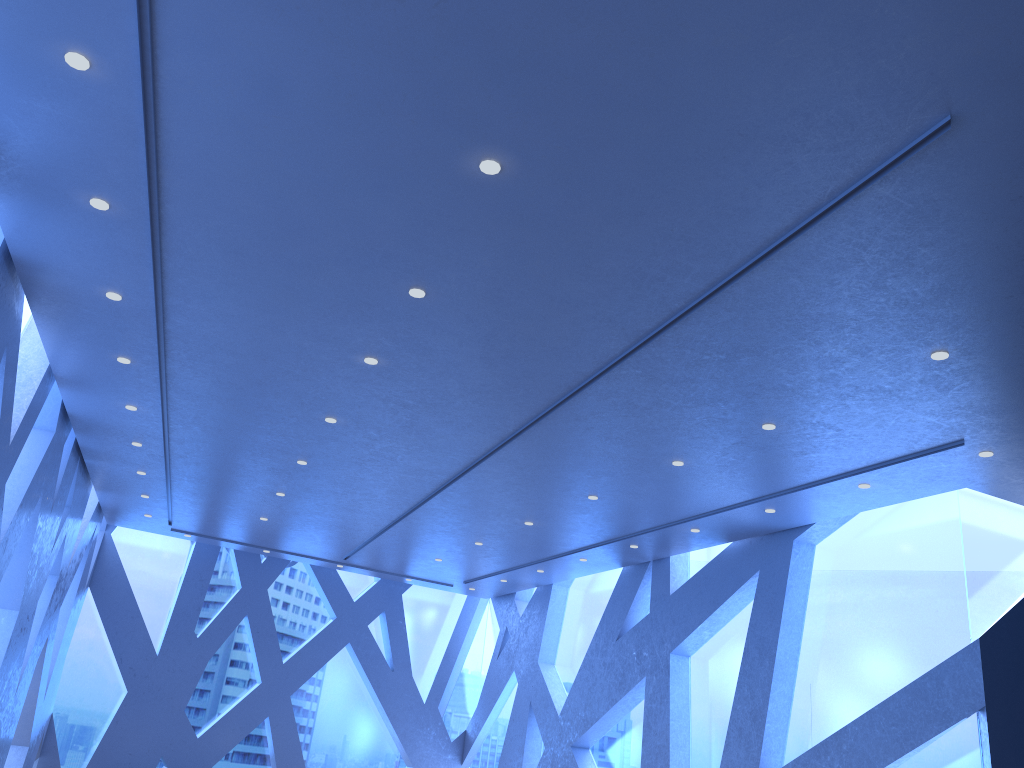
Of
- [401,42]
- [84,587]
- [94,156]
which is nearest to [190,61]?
[401,42]

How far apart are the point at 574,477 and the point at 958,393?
4.10m
